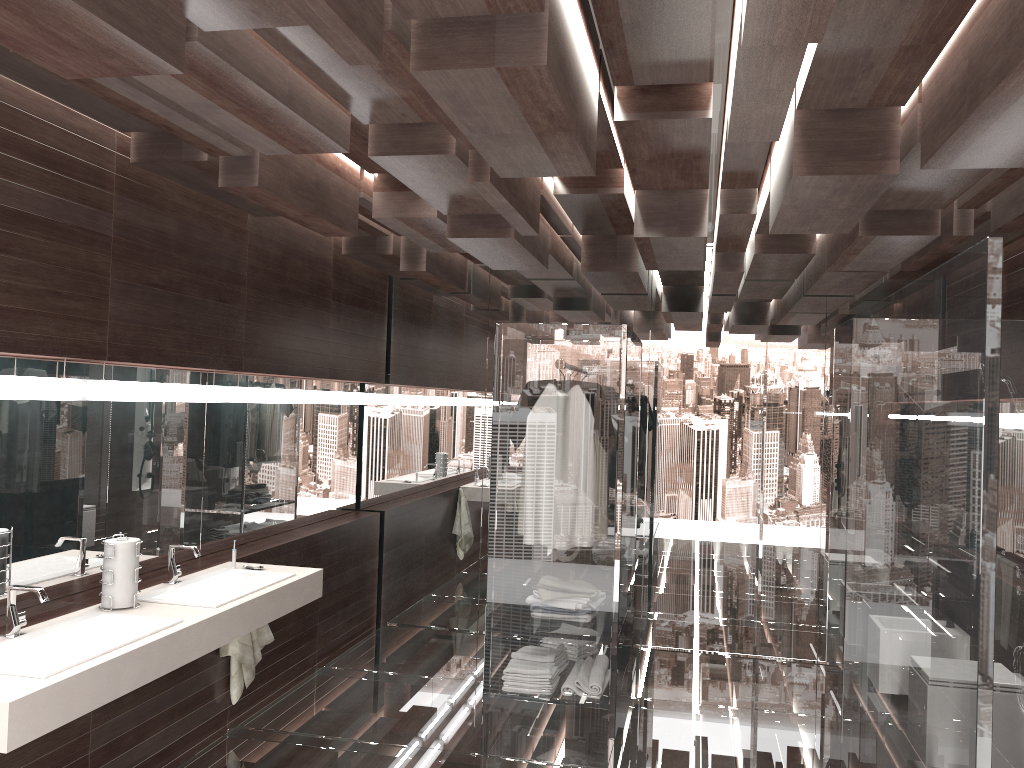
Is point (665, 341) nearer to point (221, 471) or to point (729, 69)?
point (221, 471)

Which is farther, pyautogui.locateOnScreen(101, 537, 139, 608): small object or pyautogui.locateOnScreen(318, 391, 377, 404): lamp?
pyautogui.locateOnScreen(318, 391, 377, 404): lamp

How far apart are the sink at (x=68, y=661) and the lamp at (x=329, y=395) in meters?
2.4

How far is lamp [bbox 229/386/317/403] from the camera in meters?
4.5 m

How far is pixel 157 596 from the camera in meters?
3.5

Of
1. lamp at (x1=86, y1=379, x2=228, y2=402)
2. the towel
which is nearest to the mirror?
lamp at (x1=86, y1=379, x2=228, y2=402)

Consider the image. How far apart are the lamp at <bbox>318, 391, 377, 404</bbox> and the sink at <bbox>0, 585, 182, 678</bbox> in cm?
240

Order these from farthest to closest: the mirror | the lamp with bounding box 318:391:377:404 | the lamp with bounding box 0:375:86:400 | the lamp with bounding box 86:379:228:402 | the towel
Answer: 1. the lamp with bounding box 318:391:377:404
2. the towel
3. the lamp with bounding box 86:379:228:402
4. the mirror
5. the lamp with bounding box 0:375:86:400

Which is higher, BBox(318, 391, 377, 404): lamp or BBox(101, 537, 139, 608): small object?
BBox(318, 391, 377, 404): lamp

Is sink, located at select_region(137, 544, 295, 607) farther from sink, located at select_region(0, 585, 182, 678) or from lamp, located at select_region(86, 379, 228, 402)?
lamp, located at select_region(86, 379, 228, 402)
